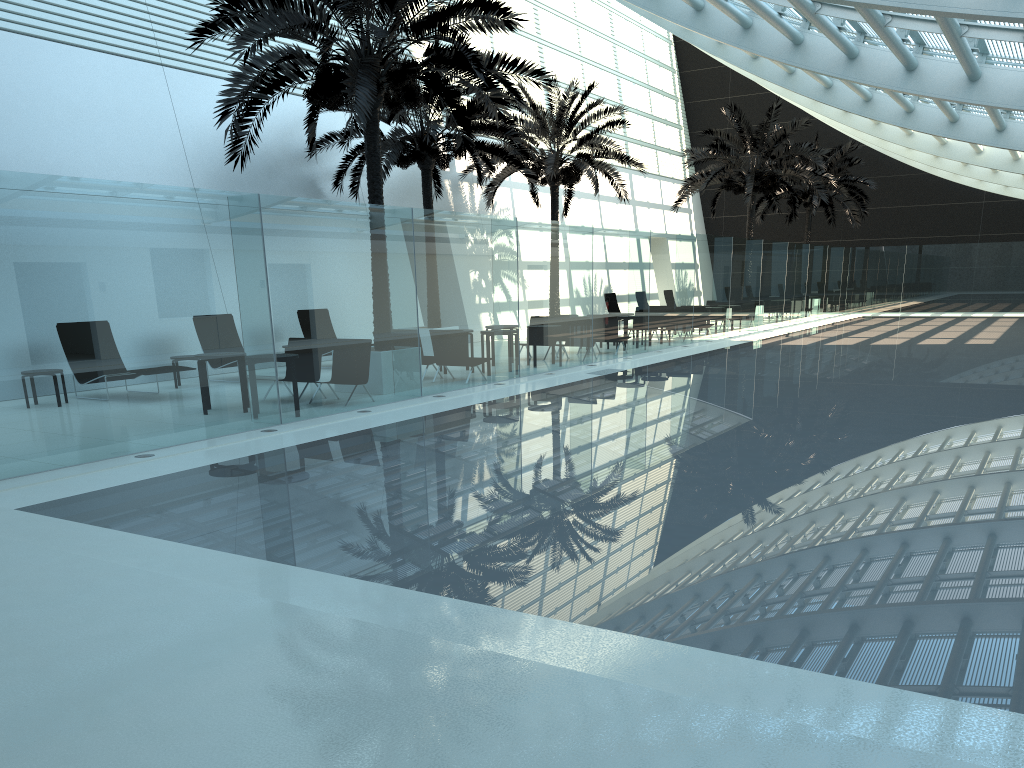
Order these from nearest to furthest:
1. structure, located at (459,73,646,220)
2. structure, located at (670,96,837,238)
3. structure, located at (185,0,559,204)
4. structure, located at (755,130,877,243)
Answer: structure, located at (185,0,559,204)
structure, located at (459,73,646,220)
structure, located at (670,96,837,238)
structure, located at (755,130,877,243)

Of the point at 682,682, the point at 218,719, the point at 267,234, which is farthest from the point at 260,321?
the point at 682,682

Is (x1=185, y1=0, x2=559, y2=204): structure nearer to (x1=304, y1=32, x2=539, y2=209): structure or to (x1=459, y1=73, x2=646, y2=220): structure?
(x1=304, y1=32, x2=539, y2=209): structure

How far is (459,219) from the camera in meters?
13.9 m

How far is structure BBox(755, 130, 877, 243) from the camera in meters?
34.7 m

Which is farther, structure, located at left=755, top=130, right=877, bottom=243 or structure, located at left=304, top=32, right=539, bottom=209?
structure, located at left=755, top=130, right=877, bottom=243

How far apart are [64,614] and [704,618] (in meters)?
3.28

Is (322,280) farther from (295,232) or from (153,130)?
(153,130)

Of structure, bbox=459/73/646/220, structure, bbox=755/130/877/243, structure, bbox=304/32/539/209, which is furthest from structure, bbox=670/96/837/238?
structure, bbox=304/32/539/209

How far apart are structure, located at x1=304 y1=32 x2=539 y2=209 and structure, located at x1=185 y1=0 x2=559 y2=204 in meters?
1.8 m
